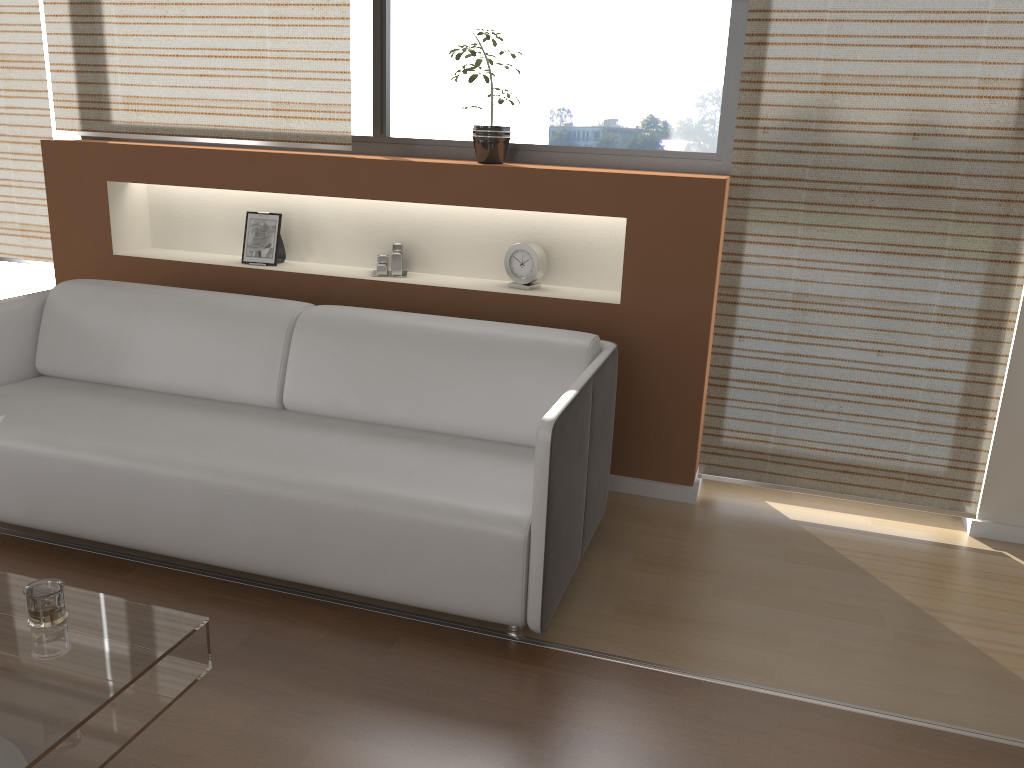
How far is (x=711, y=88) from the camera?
3.3m

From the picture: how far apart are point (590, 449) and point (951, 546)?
1.4 meters

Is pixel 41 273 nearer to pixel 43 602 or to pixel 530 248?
pixel 530 248

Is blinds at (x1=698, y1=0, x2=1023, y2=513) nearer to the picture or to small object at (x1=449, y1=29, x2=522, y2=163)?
small object at (x1=449, y1=29, x2=522, y2=163)

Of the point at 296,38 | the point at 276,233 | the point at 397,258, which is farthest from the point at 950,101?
the point at 276,233

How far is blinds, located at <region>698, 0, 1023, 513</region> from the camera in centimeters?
285cm

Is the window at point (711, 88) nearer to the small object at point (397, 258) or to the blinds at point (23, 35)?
the small object at point (397, 258)

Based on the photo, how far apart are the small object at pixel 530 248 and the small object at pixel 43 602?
2.0 meters

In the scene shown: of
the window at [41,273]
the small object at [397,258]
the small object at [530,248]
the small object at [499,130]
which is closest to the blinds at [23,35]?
the window at [41,273]

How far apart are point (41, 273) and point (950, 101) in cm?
412
